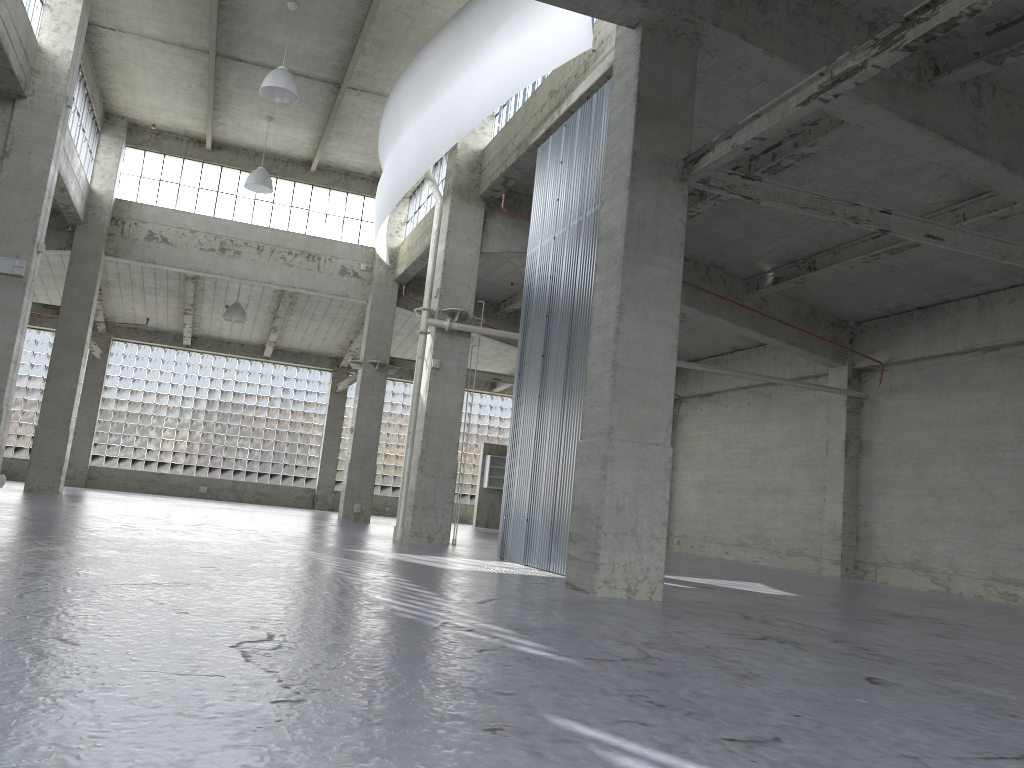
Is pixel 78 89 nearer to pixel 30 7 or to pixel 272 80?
pixel 30 7

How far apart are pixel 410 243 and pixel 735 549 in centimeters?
1859cm

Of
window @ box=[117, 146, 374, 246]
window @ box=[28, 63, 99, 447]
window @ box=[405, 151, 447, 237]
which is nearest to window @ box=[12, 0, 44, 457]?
window @ box=[28, 63, 99, 447]

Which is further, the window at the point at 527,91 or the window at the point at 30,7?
the window at the point at 527,91

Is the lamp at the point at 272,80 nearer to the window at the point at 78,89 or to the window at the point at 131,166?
the window at the point at 78,89

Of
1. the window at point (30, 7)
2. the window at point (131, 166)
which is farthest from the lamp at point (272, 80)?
the window at point (131, 166)

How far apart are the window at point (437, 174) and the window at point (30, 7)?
14.4m

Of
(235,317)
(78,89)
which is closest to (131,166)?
(78,89)

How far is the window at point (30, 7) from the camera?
22.79m

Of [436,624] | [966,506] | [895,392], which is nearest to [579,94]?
[436,624]
